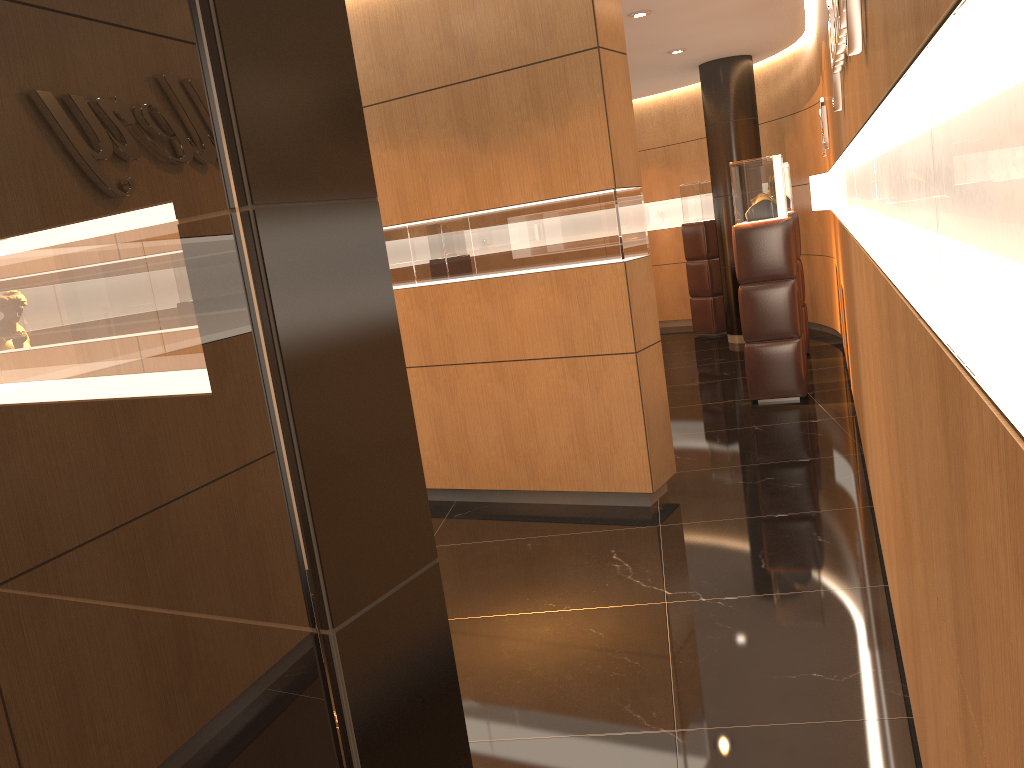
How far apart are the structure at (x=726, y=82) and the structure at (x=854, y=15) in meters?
6.8 m

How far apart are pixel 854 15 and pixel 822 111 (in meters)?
5.37

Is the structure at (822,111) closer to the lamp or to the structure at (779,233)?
the structure at (779,233)

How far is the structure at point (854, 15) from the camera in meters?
2.1

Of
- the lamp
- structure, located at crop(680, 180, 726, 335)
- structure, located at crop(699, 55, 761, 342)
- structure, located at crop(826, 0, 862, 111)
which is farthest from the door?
structure, located at crop(680, 180, 726, 335)

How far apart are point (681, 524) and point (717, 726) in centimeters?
198cm

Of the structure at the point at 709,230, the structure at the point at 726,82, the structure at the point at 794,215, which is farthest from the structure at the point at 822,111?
the structure at the point at 709,230

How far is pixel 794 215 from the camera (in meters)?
9.00

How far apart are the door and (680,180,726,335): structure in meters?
10.2 m

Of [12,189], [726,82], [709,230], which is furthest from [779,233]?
[12,189]
